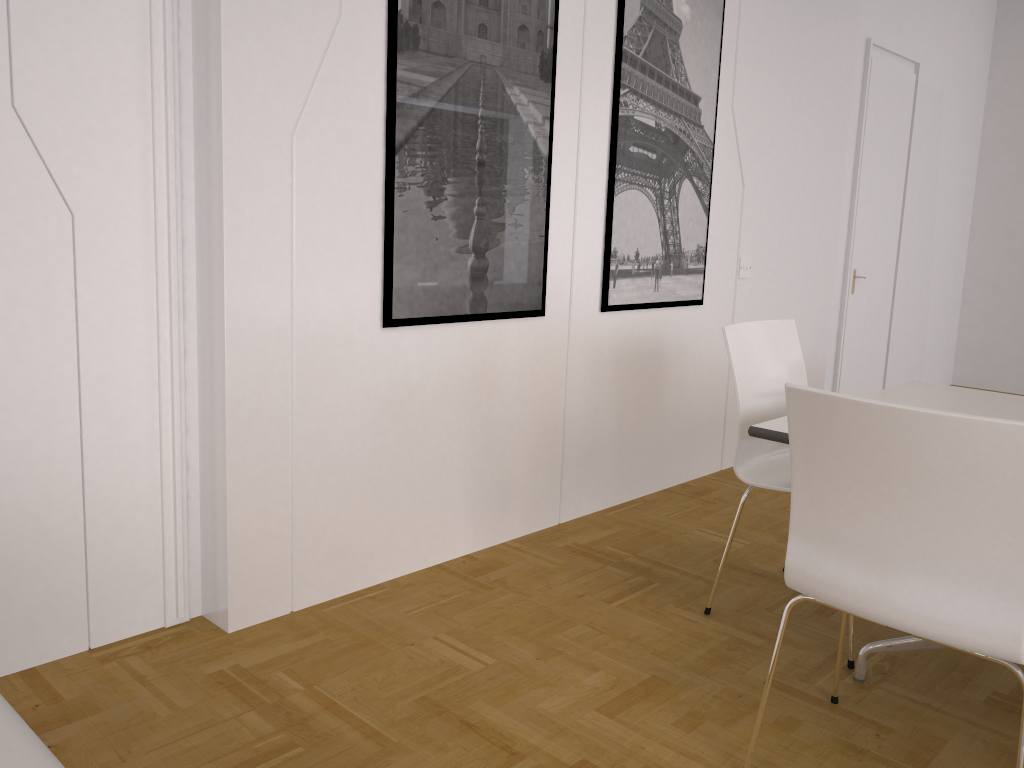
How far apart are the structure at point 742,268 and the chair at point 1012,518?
2.5m

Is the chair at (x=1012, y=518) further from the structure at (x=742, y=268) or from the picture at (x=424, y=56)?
the structure at (x=742, y=268)

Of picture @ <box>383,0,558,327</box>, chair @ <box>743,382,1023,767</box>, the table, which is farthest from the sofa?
picture @ <box>383,0,558,327</box>

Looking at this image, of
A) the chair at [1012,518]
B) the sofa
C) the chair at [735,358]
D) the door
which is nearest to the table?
the chair at [735,358]

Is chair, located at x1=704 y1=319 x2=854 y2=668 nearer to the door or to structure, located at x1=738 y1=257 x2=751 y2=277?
structure, located at x1=738 y1=257 x2=751 y2=277

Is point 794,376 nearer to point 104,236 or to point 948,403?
point 948,403

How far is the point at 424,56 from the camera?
2.8m

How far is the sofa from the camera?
0.61m

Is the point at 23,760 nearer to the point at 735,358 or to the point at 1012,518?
the point at 1012,518

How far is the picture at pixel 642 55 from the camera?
3.6 meters
